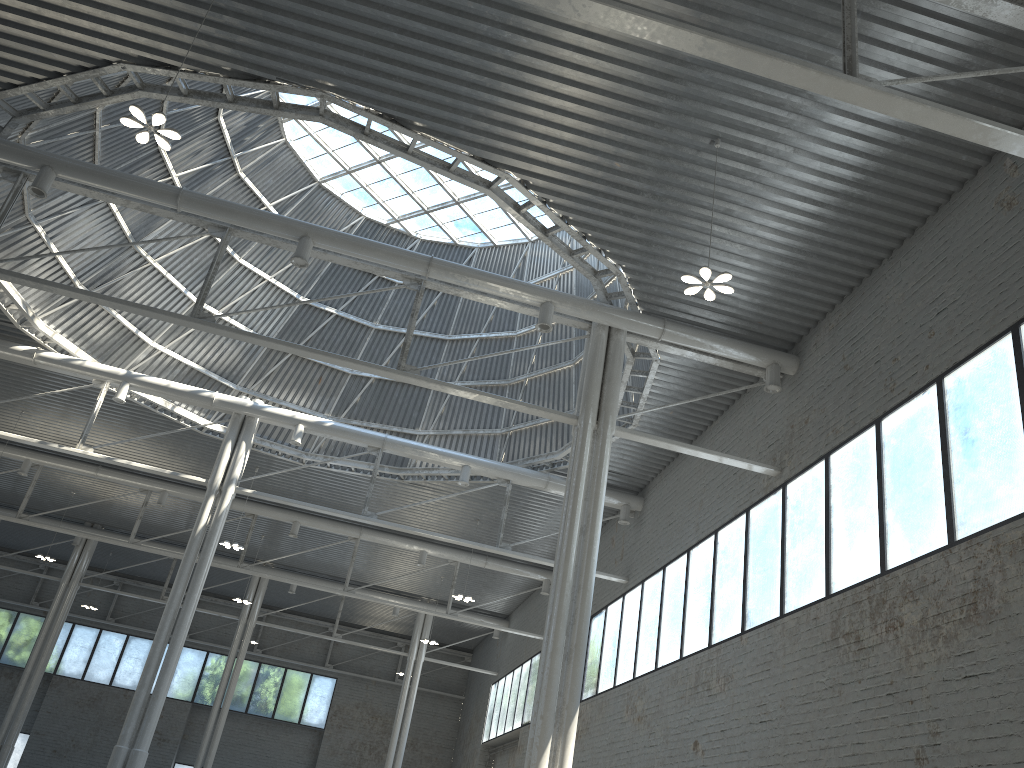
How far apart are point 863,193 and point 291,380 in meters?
27.9 m

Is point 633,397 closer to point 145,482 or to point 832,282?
point 832,282
